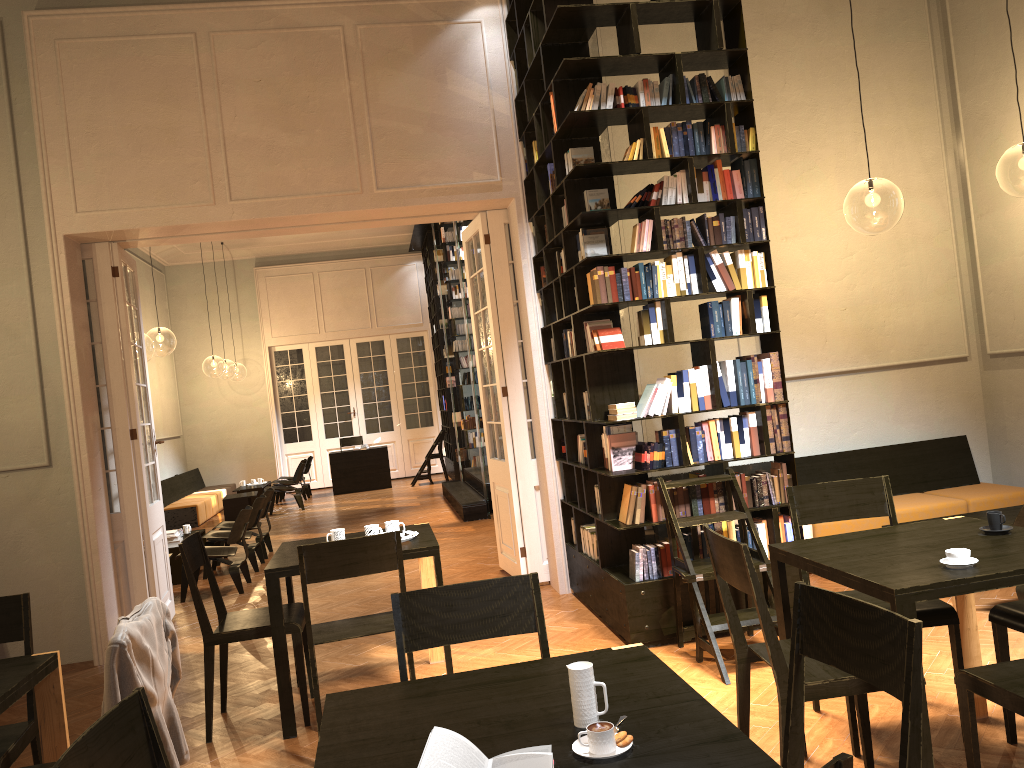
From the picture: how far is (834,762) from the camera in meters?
1.3

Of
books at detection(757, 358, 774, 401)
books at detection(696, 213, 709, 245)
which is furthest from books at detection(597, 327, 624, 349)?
books at detection(757, 358, 774, 401)

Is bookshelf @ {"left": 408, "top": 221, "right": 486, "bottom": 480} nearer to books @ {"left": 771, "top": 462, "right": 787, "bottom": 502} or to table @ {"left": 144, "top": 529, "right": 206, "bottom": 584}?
table @ {"left": 144, "top": 529, "right": 206, "bottom": 584}

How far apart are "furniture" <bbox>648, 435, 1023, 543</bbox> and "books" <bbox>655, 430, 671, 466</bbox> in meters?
1.9 m

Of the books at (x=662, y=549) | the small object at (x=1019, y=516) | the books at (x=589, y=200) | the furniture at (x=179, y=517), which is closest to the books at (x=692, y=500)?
the books at (x=662, y=549)

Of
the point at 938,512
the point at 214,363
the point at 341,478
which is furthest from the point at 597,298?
the point at 214,363

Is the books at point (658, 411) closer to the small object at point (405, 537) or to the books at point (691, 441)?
the books at point (691, 441)

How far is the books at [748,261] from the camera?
5.7m

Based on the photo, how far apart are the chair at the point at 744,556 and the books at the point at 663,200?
2.7m

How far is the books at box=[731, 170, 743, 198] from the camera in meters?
5.7
